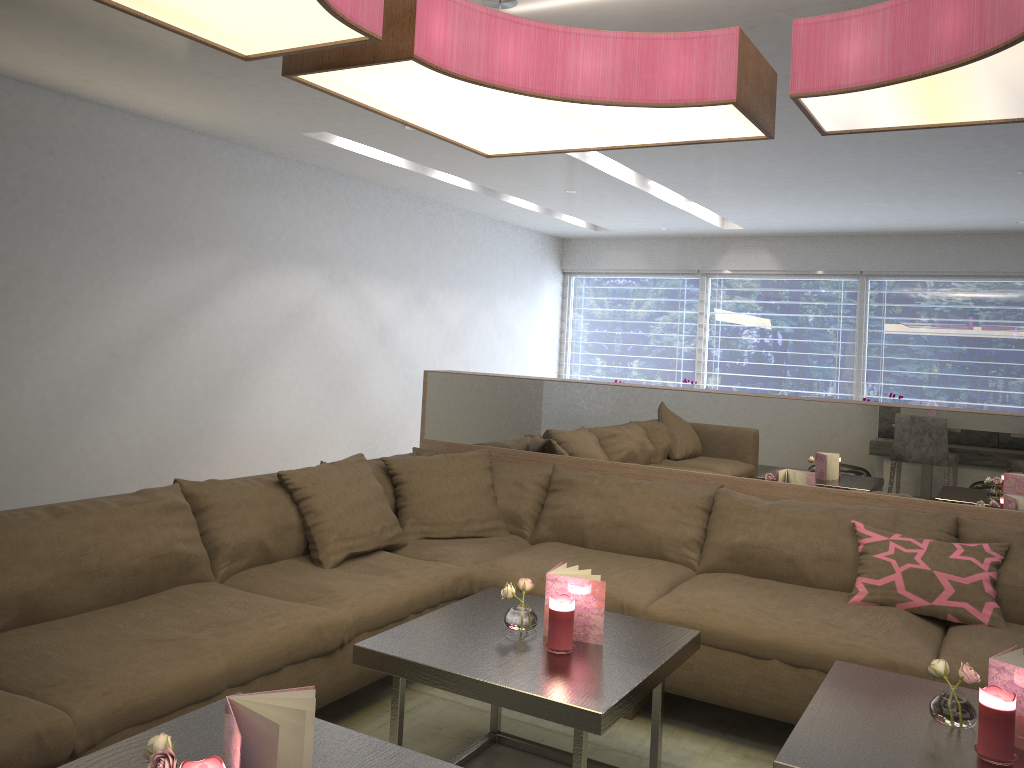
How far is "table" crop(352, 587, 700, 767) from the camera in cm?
195

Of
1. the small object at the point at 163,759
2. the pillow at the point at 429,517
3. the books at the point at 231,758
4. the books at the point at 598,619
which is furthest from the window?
the small object at the point at 163,759

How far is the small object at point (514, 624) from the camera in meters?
2.3 m

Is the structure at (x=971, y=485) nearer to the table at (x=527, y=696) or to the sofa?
the sofa

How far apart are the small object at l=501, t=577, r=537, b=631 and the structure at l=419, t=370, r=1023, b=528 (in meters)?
1.36

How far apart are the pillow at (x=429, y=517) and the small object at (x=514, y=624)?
1.1m

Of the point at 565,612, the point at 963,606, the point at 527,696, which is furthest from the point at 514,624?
the point at 963,606

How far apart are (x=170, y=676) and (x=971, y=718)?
1.76m

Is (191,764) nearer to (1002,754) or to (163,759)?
(163,759)

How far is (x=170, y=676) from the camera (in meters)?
2.03
